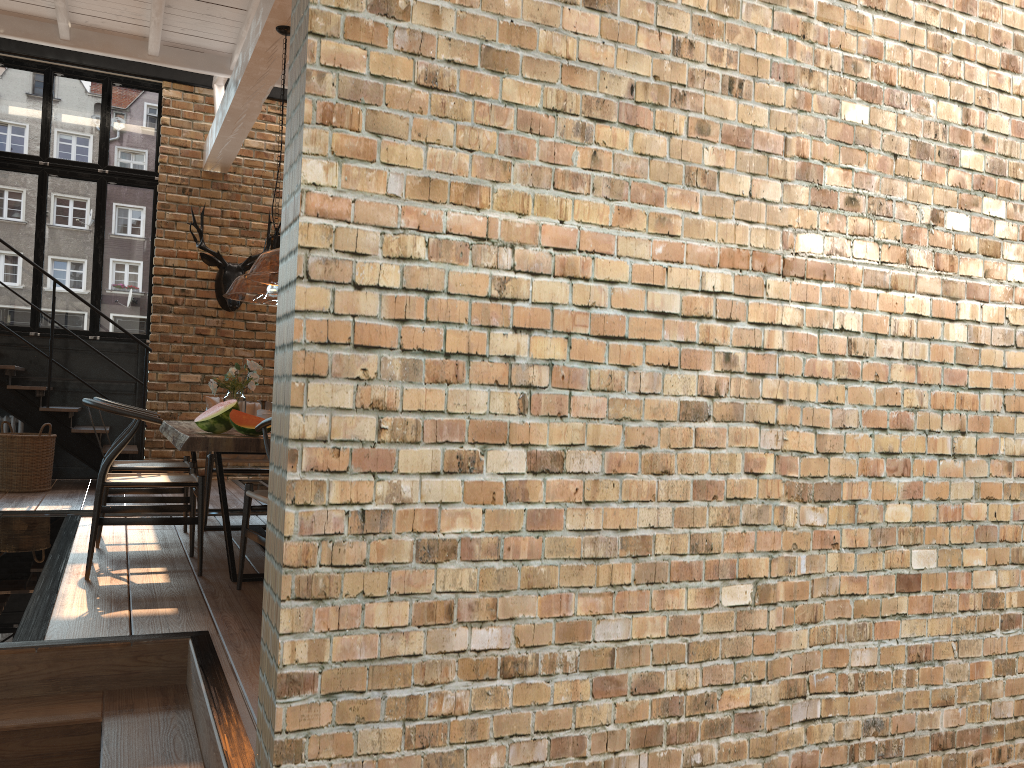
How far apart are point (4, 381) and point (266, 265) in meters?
4.4 m

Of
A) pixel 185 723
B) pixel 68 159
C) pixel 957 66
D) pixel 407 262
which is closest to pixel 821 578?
pixel 407 262

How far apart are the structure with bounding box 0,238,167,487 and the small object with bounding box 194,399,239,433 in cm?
422

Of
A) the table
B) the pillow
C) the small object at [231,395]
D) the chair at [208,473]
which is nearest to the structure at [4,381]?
the pillow

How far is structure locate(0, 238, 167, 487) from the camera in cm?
816

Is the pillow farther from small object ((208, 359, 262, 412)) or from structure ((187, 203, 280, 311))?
structure ((187, 203, 280, 311))

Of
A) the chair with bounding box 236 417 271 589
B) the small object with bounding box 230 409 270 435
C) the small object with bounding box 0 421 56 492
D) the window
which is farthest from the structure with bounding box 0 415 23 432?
the chair with bounding box 236 417 271 589

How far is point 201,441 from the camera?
4.03m

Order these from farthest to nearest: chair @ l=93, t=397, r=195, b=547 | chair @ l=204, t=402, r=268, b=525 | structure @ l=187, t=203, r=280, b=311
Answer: structure @ l=187, t=203, r=280, b=311, chair @ l=204, t=402, r=268, b=525, chair @ l=93, t=397, r=195, b=547

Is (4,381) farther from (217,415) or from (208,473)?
(217,415)
